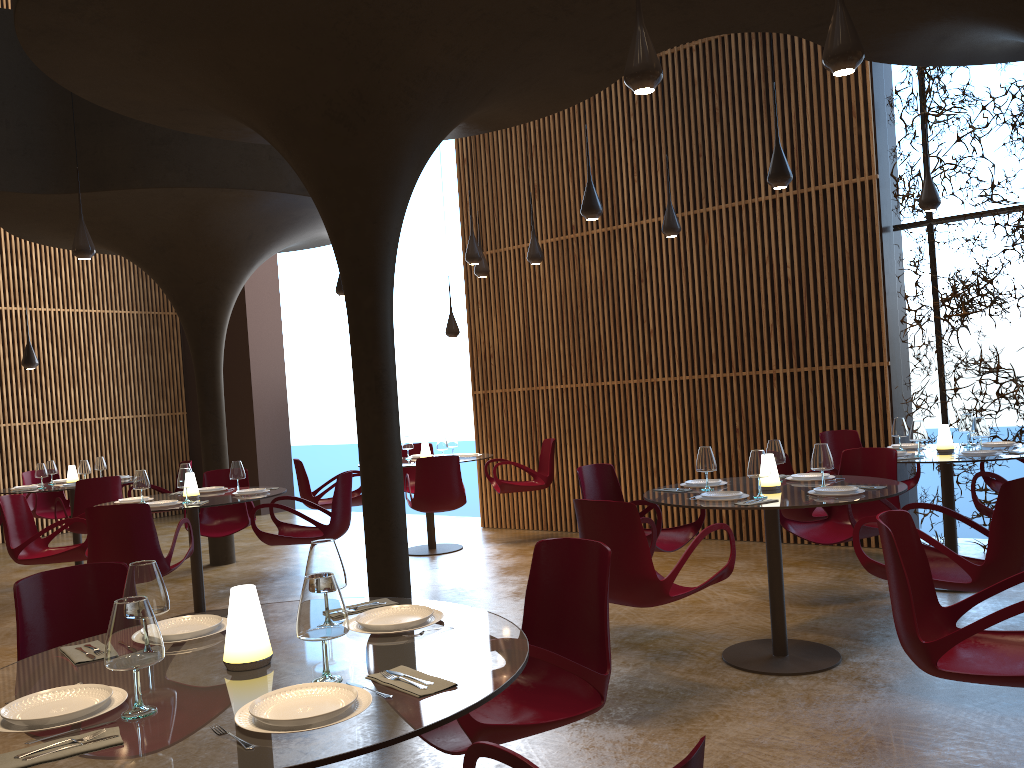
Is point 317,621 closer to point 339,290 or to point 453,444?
point 453,444

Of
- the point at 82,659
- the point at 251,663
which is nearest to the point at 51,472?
the point at 82,659

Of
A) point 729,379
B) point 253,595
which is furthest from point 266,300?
point 253,595

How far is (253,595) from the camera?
2.6 meters

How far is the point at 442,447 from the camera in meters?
10.6 m

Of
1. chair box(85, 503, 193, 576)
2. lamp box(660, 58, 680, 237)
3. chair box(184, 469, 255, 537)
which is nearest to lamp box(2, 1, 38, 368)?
chair box(184, 469, 255, 537)

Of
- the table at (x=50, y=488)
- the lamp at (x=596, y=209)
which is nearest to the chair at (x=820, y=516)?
the lamp at (x=596, y=209)

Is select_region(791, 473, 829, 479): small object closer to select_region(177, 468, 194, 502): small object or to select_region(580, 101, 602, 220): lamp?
select_region(580, 101, 602, 220): lamp

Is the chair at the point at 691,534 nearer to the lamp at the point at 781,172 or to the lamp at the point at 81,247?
the lamp at the point at 781,172

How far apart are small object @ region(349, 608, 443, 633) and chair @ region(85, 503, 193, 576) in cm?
406
